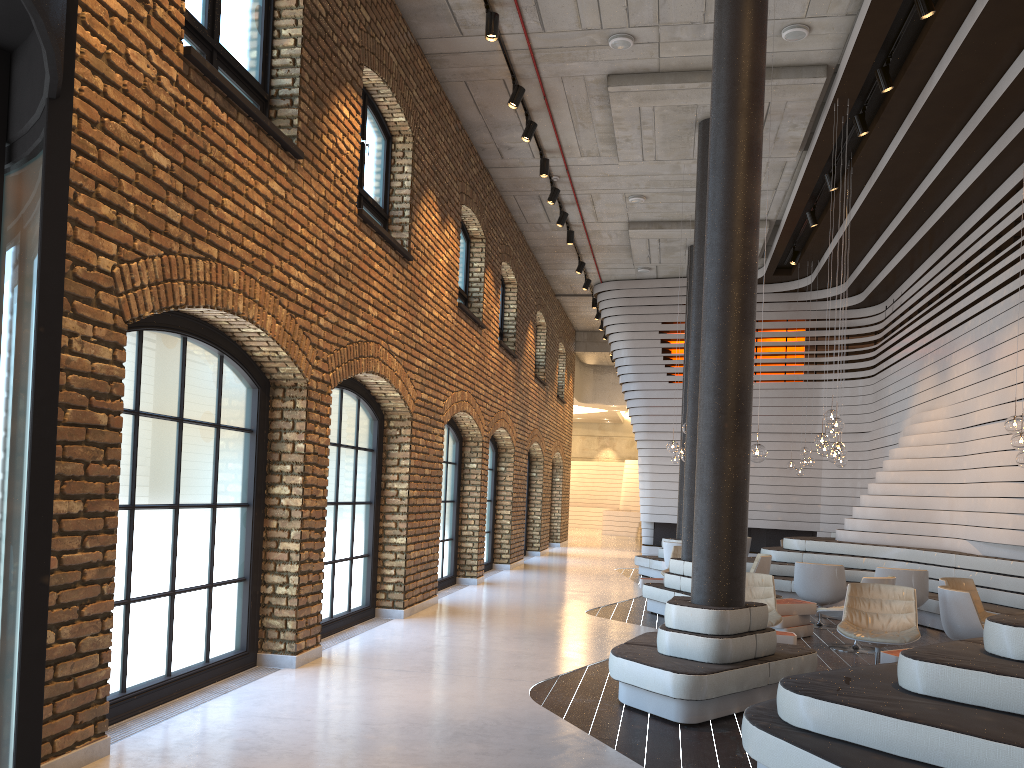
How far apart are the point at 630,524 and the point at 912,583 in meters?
21.5

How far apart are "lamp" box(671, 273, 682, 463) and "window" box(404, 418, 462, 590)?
5.7 meters

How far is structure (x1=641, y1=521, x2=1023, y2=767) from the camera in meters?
3.6 m

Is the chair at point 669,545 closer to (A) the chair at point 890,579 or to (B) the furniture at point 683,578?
(B) the furniture at point 683,578

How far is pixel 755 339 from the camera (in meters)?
19.96

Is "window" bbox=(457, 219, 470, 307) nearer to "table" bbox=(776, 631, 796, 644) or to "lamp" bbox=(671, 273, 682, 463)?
"lamp" bbox=(671, 273, 682, 463)

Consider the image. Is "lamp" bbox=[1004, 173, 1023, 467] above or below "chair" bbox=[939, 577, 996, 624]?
above

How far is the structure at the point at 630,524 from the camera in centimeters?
3111cm

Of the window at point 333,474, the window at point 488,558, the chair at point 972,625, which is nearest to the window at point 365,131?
the window at point 333,474

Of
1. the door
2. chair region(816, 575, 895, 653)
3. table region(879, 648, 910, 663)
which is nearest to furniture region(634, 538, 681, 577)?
chair region(816, 575, 895, 653)
